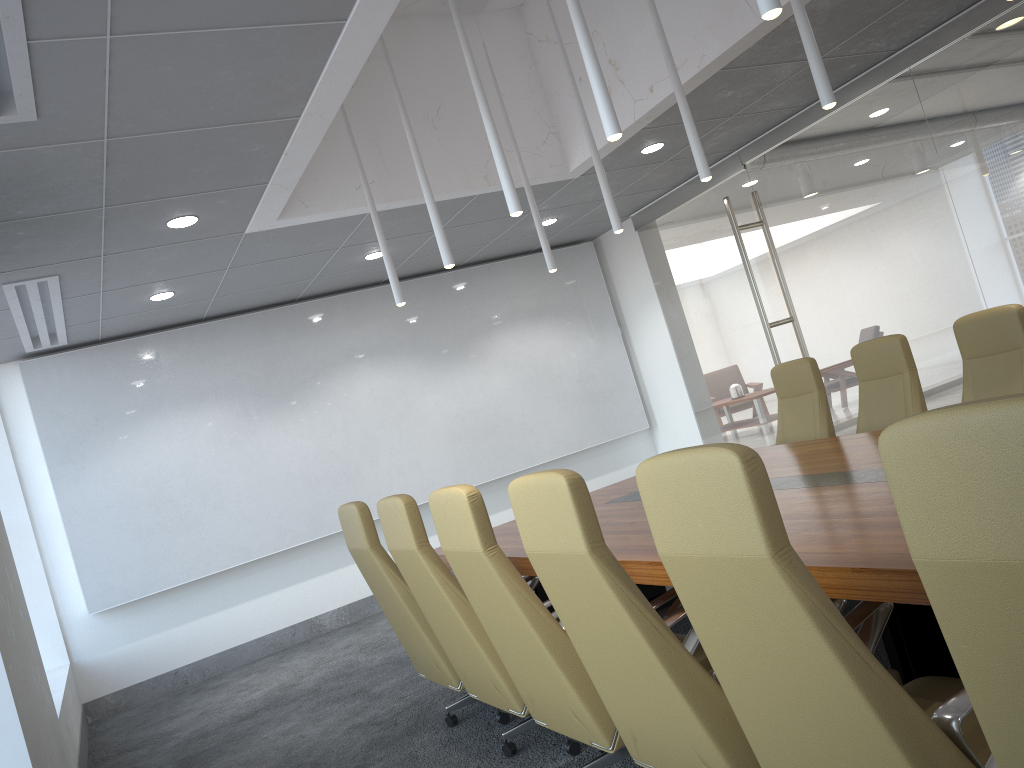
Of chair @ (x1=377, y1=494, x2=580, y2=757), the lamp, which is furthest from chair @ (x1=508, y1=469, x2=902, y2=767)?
the lamp

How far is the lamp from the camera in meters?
3.8

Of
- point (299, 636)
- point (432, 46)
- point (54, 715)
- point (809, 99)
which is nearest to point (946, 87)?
point (809, 99)

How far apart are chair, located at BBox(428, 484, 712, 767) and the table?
0.1 meters

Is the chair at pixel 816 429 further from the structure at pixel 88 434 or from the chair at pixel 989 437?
the chair at pixel 989 437

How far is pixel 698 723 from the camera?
2.6 meters

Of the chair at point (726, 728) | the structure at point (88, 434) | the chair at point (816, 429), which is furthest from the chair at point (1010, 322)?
the structure at point (88, 434)

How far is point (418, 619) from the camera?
4.8m

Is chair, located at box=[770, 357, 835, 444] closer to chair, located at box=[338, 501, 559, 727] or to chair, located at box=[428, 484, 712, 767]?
chair, located at box=[428, 484, 712, 767]

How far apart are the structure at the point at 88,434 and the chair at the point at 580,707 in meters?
5.7 m
